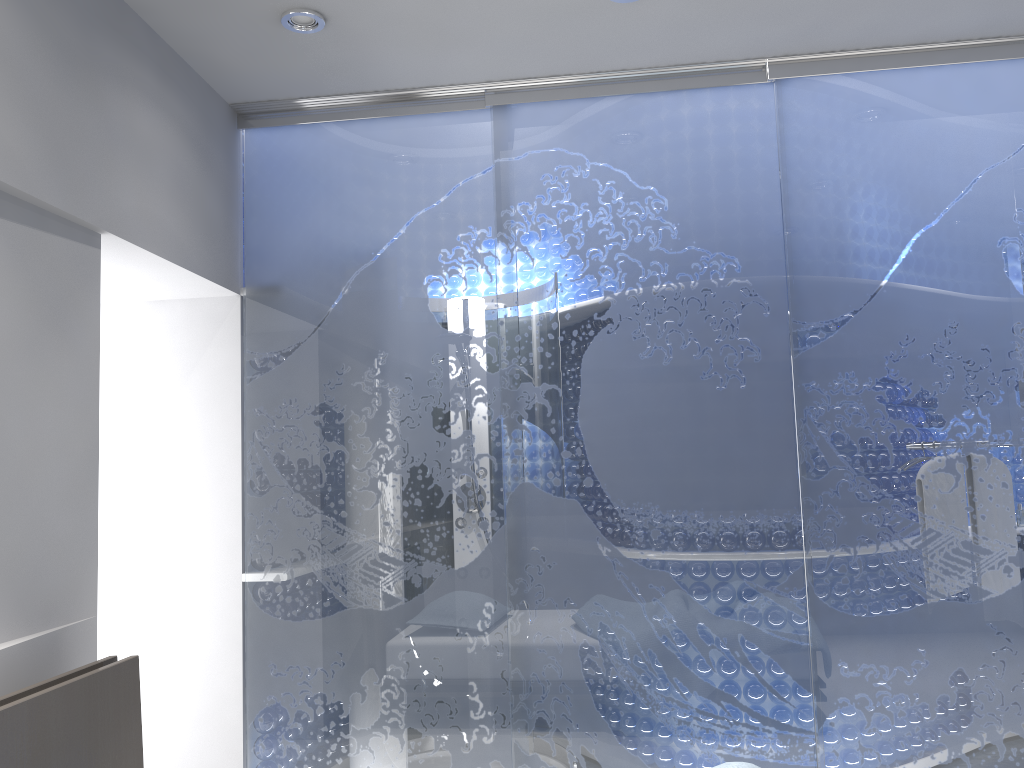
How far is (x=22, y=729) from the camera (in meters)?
1.85

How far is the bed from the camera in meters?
1.9 m

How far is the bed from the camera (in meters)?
1.85
